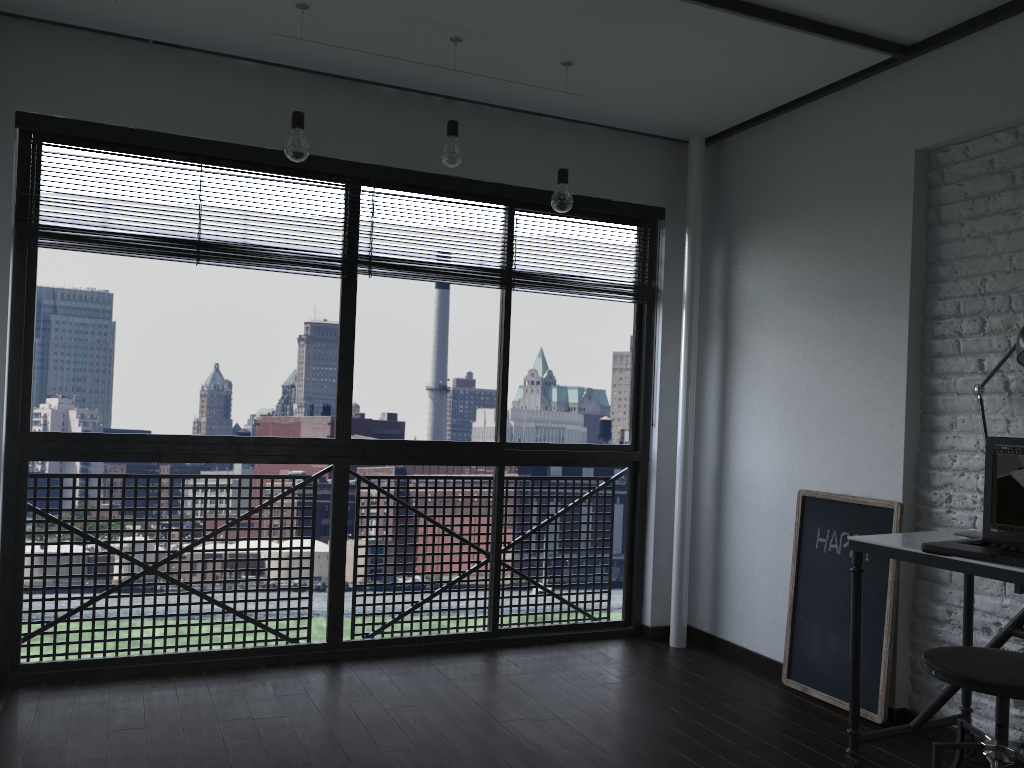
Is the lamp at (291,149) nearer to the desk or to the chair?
the desk

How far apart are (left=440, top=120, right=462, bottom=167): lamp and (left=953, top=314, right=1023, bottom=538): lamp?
1.83m

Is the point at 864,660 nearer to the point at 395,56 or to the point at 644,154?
the point at 644,154

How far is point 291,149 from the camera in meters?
2.9

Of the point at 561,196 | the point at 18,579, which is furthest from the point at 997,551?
the point at 18,579

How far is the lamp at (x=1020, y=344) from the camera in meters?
2.3 m

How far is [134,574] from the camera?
3.5m

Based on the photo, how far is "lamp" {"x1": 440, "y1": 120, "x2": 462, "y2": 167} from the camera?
3.08m

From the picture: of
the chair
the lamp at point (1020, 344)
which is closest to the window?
the lamp at point (1020, 344)

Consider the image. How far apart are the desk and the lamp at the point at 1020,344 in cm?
4
